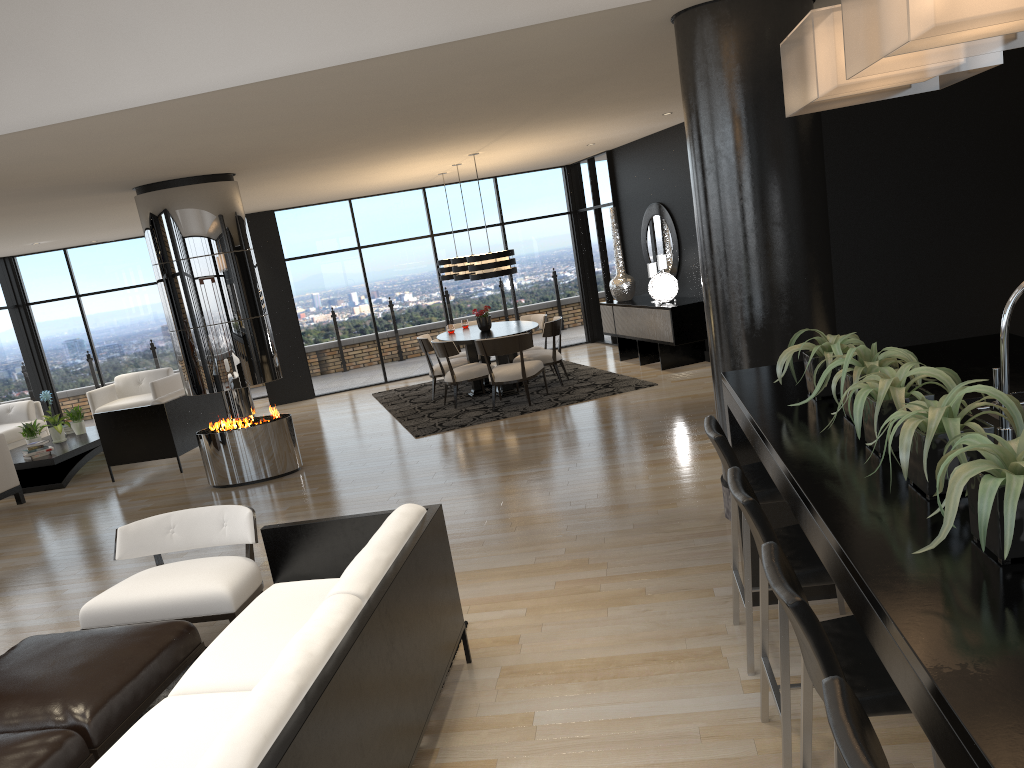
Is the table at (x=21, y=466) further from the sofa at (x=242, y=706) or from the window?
the sofa at (x=242, y=706)

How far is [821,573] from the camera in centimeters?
250cm

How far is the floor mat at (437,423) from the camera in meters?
9.5

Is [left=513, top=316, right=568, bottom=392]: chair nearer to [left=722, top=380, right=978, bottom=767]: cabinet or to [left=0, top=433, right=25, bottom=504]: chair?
[left=0, top=433, right=25, bottom=504]: chair

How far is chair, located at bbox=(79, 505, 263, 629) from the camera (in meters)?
4.10

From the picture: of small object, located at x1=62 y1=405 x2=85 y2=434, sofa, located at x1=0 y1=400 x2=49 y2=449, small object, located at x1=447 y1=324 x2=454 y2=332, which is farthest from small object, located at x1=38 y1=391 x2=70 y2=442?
small object, located at x1=447 y1=324 x2=454 y2=332

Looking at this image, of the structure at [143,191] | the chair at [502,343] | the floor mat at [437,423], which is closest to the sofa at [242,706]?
the structure at [143,191]

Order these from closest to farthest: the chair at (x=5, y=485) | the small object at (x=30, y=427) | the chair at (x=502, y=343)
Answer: the chair at (x=5, y=485) < the chair at (x=502, y=343) < the small object at (x=30, y=427)

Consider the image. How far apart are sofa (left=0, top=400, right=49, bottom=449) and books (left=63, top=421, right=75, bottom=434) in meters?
0.8

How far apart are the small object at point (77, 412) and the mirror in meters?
7.5 m
